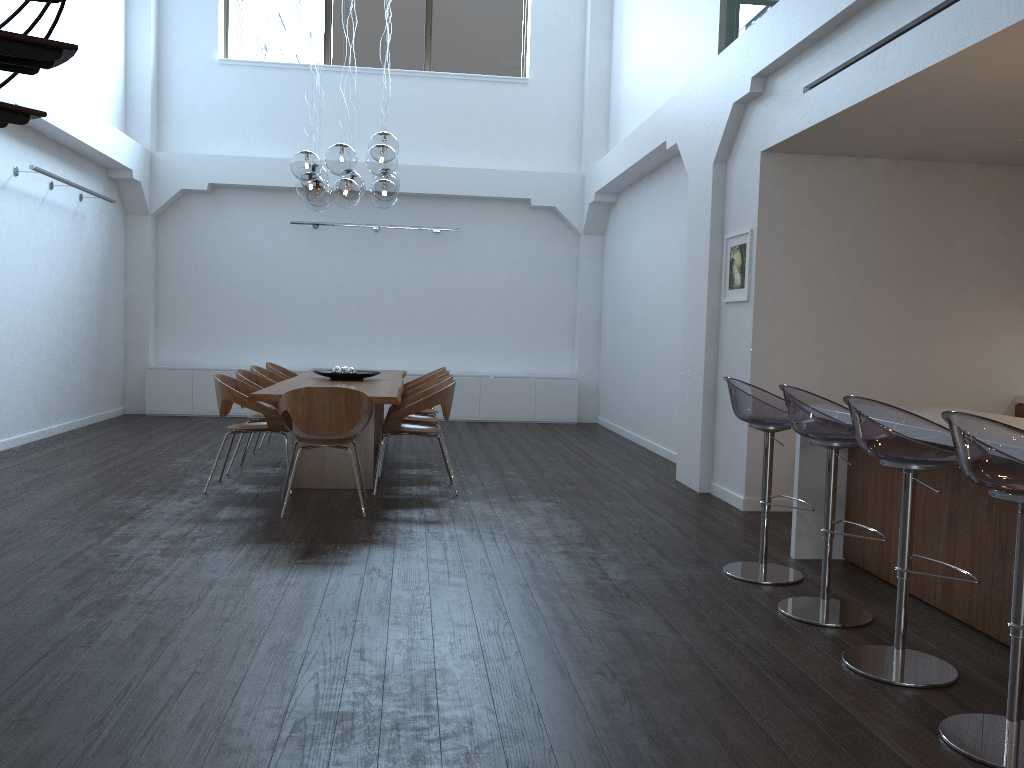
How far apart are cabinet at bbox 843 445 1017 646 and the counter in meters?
0.0 m

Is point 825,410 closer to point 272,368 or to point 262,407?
point 262,407

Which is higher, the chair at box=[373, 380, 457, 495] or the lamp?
the lamp

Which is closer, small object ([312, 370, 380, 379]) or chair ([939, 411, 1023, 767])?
chair ([939, 411, 1023, 767])

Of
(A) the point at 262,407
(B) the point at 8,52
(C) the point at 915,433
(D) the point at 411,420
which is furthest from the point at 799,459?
(B) the point at 8,52

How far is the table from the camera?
6.2 meters

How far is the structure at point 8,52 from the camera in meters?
3.2

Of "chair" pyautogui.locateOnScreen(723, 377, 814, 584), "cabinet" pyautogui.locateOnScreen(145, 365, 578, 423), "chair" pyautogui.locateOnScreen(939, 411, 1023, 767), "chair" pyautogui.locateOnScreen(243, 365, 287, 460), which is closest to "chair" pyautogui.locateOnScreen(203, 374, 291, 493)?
"chair" pyautogui.locateOnScreen(243, 365, 287, 460)

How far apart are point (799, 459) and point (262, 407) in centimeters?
362cm

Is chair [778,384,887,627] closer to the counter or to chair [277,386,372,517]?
the counter
